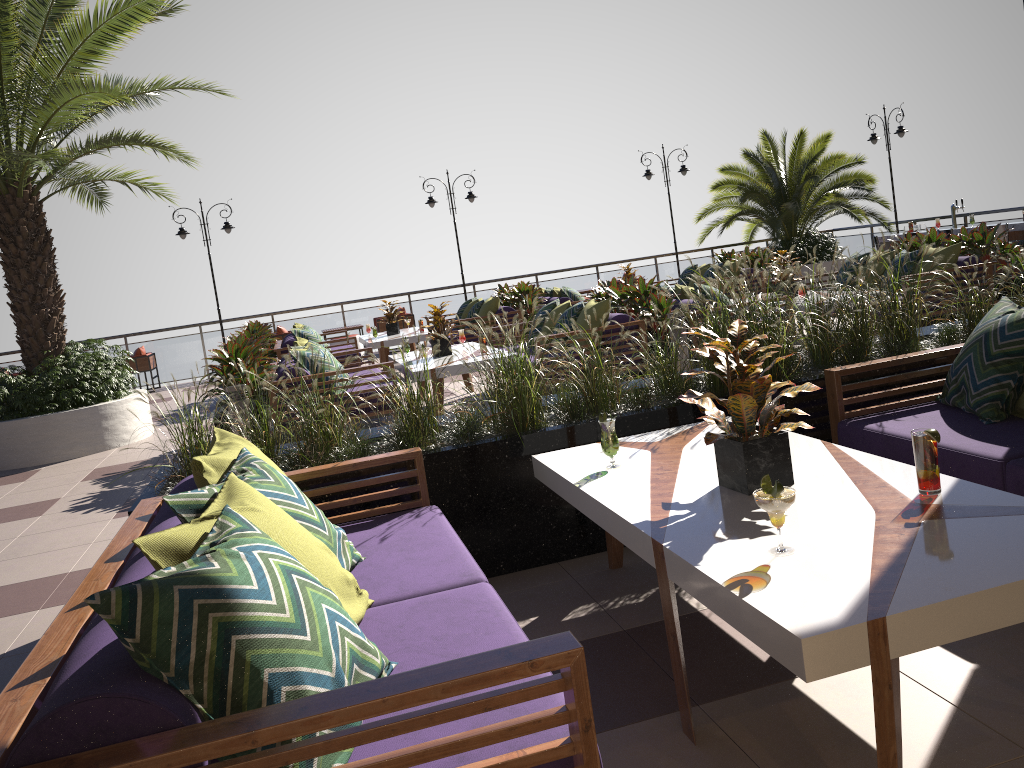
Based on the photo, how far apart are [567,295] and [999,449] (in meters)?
9.64

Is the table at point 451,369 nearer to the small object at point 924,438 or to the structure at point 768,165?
the small object at point 924,438

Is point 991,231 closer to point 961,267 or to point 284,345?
point 961,267

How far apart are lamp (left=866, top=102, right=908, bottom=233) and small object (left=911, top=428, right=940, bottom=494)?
15.8m

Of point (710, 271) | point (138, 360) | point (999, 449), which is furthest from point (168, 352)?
point (999, 449)

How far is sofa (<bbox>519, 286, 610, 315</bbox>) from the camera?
12.7m

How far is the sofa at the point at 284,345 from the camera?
11.7m

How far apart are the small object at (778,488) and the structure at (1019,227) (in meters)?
11.57

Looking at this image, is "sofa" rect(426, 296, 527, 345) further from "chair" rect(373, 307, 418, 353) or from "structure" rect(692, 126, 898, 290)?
"structure" rect(692, 126, 898, 290)

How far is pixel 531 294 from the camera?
12.7m
